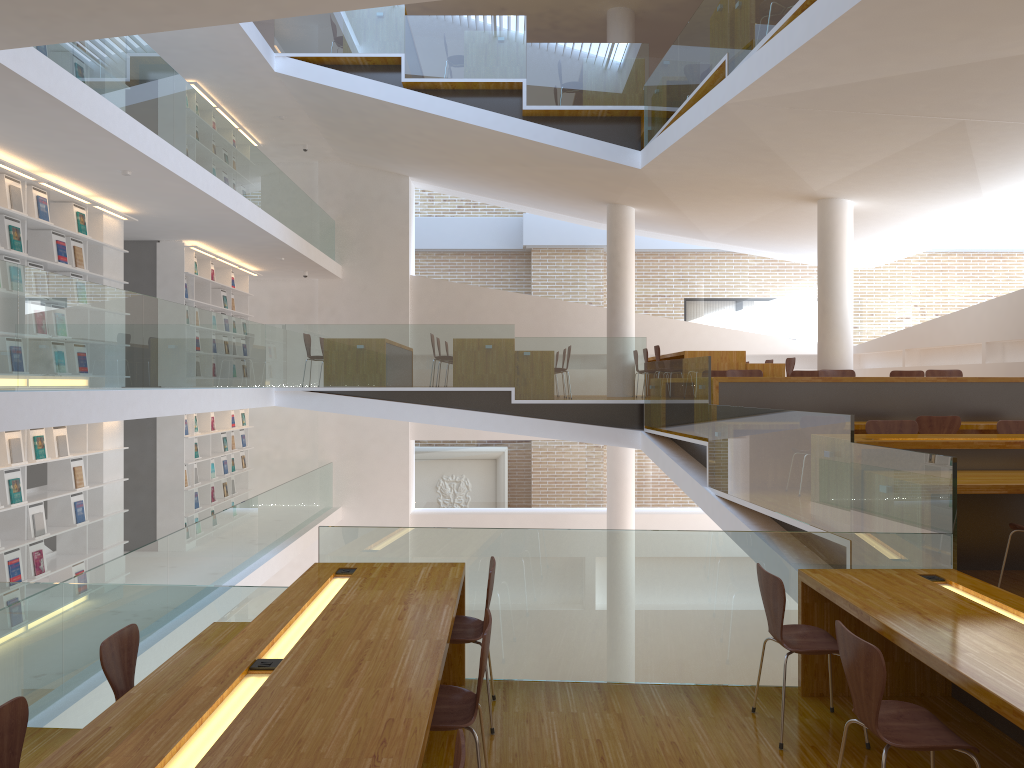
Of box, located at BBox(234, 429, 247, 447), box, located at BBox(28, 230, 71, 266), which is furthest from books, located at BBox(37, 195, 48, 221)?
box, located at BBox(234, 429, 247, 447)

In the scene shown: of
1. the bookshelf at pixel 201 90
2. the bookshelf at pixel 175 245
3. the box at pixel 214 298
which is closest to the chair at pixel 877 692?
the bookshelf at pixel 175 245

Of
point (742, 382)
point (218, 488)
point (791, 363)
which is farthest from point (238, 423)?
point (742, 382)

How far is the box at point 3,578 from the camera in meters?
7.1 m

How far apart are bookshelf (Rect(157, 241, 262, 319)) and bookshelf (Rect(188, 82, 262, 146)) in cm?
202

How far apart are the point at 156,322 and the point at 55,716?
3.62m

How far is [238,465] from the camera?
13.6 meters

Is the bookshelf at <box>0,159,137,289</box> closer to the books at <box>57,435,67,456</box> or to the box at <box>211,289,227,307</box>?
the books at <box>57,435,67,456</box>

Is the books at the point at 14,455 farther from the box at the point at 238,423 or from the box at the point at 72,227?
the box at the point at 238,423

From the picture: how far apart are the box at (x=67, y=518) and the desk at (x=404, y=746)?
4.6m
